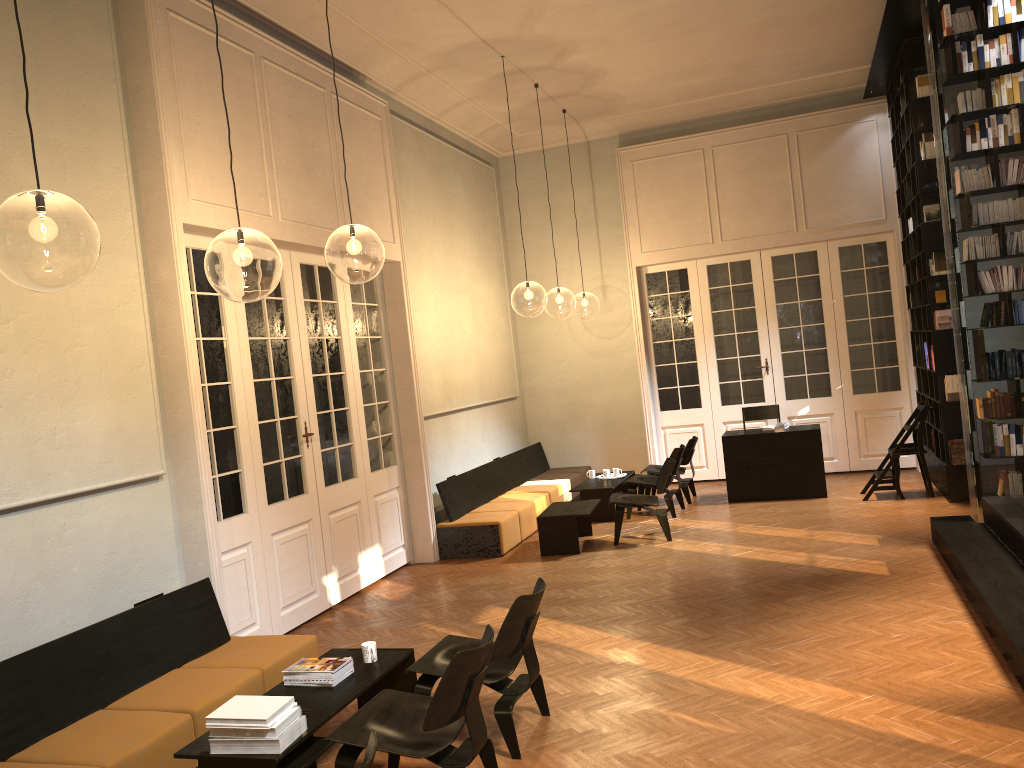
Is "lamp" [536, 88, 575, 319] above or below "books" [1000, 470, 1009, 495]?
above

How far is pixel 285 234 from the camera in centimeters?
728cm

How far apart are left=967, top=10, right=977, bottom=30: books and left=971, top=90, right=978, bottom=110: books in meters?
0.6 m

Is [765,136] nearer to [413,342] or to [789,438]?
[789,438]

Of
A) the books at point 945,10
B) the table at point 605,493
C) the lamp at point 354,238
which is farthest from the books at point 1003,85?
the lamp at point 354,238

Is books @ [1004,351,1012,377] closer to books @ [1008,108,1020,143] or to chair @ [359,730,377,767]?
books @ [1008,108,1020,143]

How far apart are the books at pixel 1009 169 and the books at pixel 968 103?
0.6 meters

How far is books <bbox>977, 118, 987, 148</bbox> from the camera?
7.4 meters

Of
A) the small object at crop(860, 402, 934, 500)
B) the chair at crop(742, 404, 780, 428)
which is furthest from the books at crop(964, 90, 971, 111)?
the chair at crop(742, 404, 780, 428)

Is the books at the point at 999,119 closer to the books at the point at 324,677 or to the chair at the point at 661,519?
the chair at the point at 661,519
